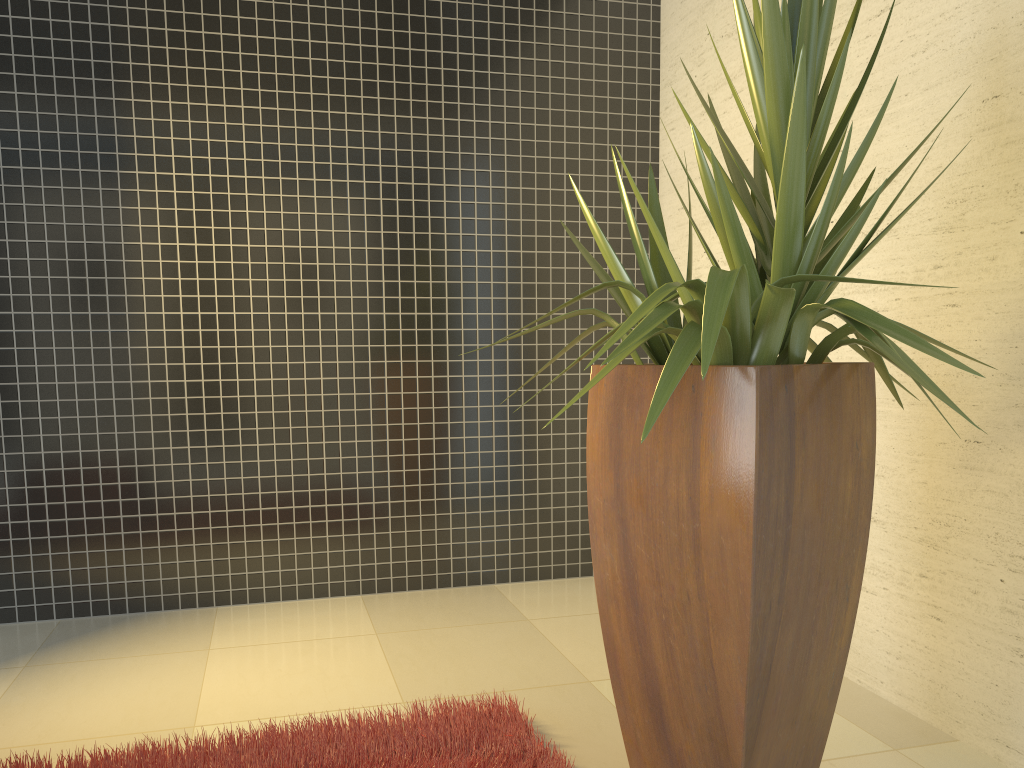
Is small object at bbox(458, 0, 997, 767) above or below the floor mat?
above

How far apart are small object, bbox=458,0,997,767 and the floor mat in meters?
0.2

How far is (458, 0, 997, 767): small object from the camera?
1.8m

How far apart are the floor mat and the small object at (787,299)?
0.19m

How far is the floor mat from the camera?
2.3m

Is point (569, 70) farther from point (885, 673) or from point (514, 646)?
point (885, 673)

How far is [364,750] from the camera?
2.3m

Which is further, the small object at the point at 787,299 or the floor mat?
the floor mat

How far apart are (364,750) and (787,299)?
1.5m

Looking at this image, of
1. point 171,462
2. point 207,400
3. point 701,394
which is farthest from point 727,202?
point 171,462
